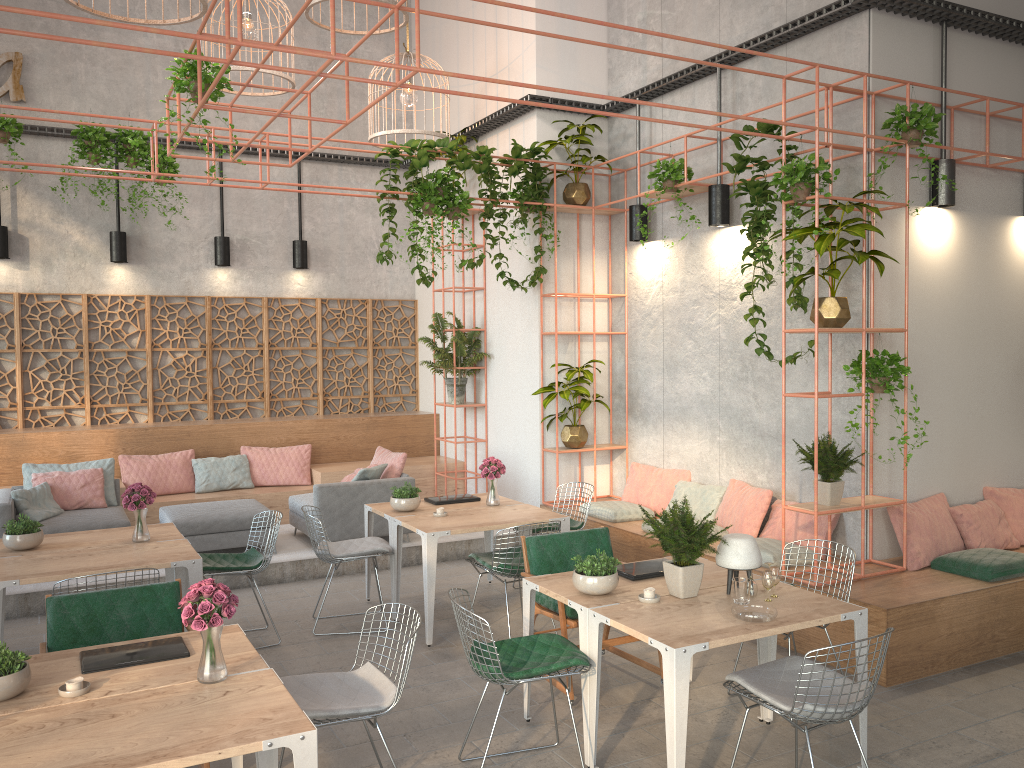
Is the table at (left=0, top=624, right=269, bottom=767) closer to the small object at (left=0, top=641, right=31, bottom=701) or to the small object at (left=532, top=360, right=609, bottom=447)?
the small object at (left=0, top=641, right=31, bottom=701)

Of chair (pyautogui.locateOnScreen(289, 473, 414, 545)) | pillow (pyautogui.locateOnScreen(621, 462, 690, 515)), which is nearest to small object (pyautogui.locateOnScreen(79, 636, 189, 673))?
chair (pyautogui.locateOnScreen(289, 473, 414, 545))

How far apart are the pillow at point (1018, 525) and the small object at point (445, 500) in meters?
4.3 m

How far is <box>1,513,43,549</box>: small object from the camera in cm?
585

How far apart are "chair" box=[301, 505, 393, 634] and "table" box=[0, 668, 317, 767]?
3.0m

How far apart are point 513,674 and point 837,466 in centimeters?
312cm

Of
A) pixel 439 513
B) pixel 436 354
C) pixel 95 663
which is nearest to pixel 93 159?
pixel 436 354

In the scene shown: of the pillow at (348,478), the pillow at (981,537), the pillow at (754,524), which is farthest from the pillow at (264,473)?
the pillow at (981,537)

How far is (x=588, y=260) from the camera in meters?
9.6

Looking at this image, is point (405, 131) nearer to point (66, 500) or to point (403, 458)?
point (403, 458)
